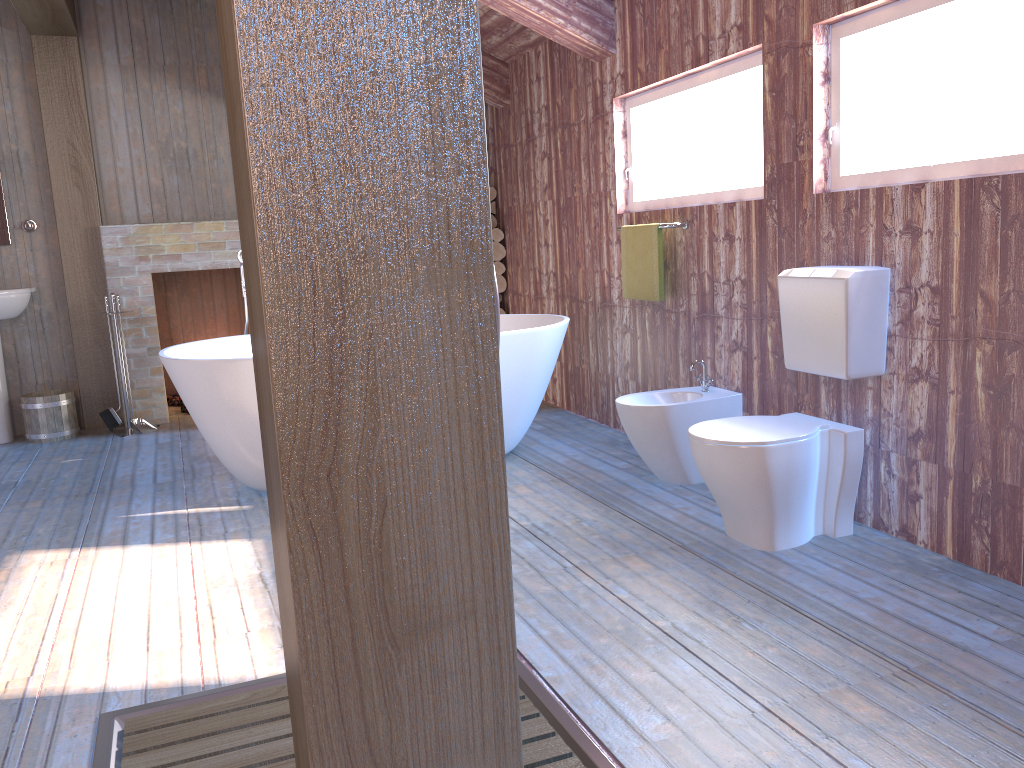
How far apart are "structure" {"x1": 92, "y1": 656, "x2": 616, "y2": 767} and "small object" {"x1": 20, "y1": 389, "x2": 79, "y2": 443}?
3.8 meters

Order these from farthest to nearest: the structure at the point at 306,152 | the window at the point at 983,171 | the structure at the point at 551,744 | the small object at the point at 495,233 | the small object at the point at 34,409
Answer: the small object at the point at 495,233 → the small object at the point at 34,409 → the window at the point at 983,171 → the structure at the point at 551,744 → the structure at the point at 306,152

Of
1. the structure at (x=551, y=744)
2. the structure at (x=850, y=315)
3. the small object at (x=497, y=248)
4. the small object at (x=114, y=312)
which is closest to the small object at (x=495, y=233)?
the small object at (x=497, y=248)

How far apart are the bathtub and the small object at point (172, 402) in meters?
2.2

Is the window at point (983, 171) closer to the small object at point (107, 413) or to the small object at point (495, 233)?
the small object at point (495, 233)

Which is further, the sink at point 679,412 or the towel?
the towel

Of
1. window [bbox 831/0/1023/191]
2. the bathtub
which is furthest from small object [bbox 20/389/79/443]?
window [bbox 831/0/1023/191]

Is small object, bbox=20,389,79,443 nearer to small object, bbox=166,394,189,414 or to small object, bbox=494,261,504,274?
small object, bbox=166,394,189,414

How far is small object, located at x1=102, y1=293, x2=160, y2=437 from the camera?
5.5 meters

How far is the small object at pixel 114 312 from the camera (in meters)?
5.54
